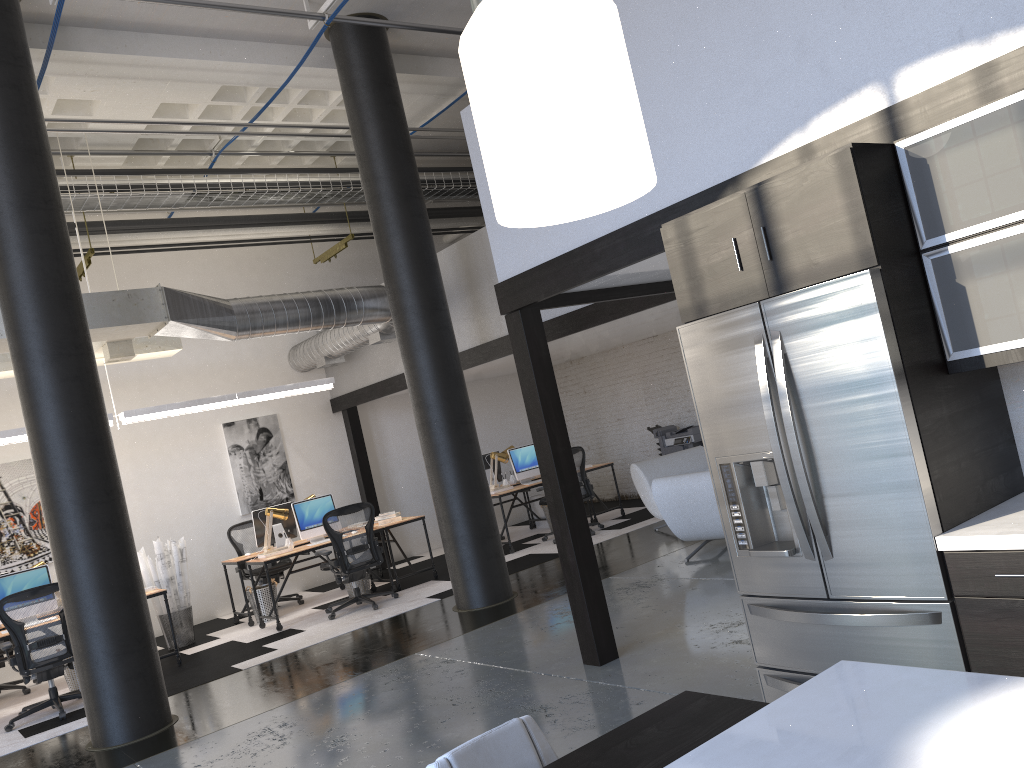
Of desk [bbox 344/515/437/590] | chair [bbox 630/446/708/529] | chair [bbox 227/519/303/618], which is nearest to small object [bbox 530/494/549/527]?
chair [bbox 630/446/708/529]

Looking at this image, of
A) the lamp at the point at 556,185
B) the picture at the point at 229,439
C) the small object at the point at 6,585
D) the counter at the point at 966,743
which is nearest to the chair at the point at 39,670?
the small object at the point at 6,585

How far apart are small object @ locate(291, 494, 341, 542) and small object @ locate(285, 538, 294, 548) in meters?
0.2

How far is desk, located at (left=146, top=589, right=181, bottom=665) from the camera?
8.2m

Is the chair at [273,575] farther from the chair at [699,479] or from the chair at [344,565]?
the chair at [699,479]

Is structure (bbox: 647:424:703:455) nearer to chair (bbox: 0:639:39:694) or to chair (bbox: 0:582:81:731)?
chair (bbox: 0:582:81:731)

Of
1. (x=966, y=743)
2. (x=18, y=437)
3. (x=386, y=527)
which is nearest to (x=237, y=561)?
(x=386, y=527)

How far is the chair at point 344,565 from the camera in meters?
8.9 m

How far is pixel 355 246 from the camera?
12.8 meters

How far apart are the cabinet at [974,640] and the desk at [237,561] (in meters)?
7.38
